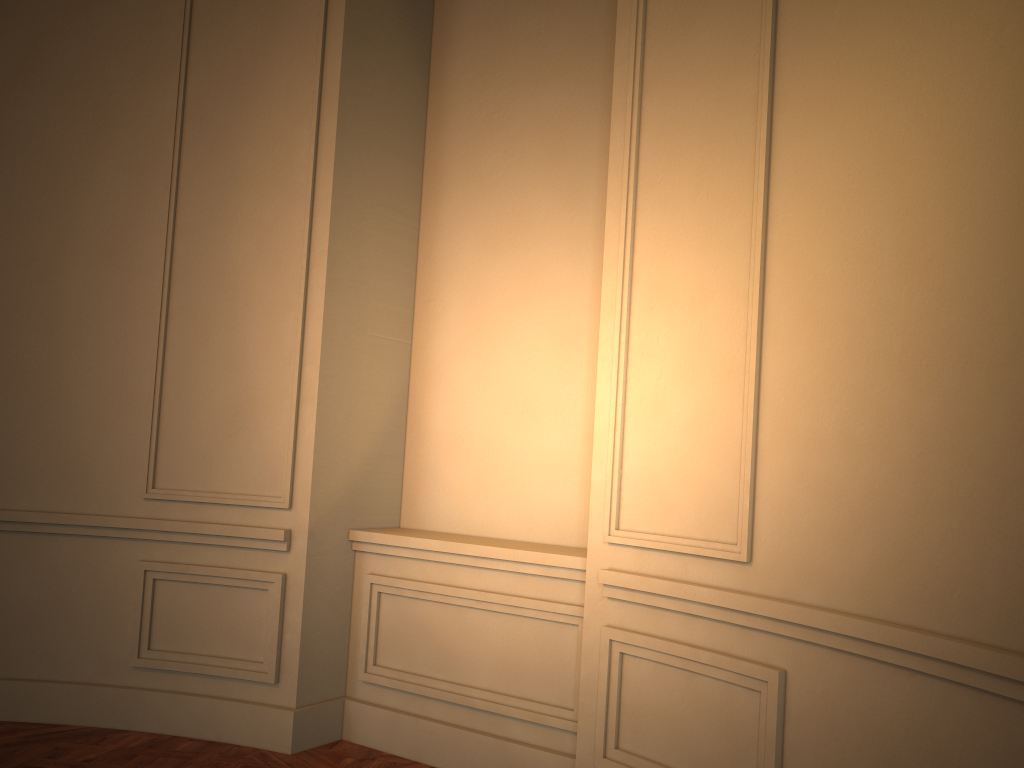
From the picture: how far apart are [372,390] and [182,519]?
0.97m

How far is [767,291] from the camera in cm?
248
